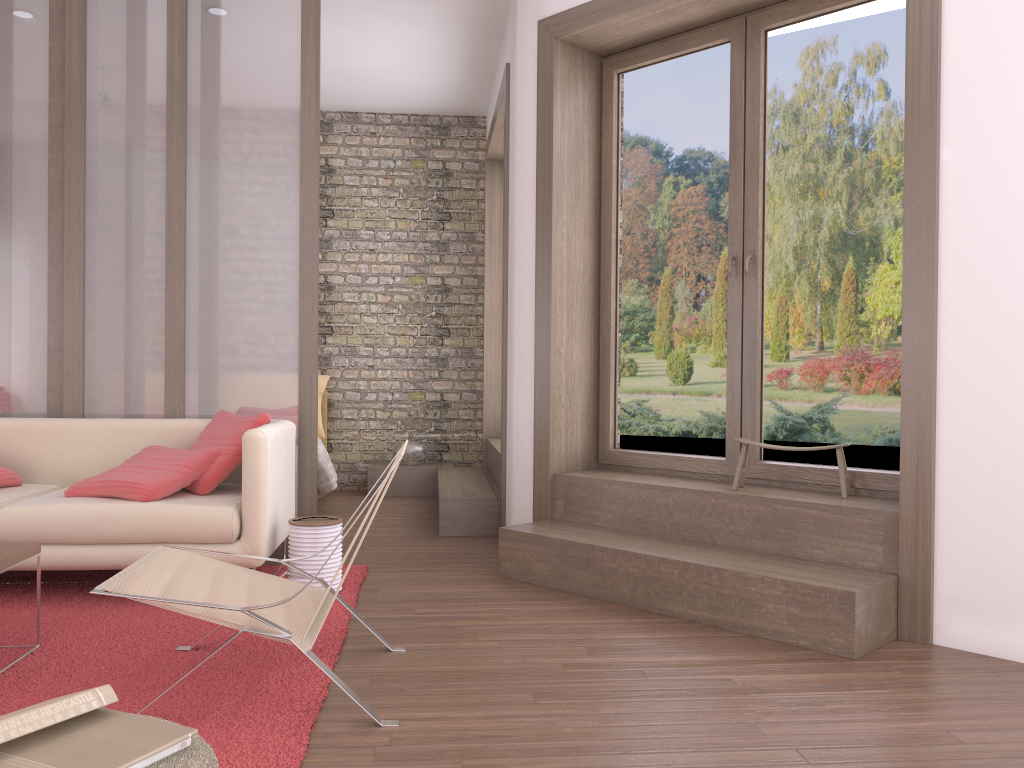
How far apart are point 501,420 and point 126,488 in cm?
231

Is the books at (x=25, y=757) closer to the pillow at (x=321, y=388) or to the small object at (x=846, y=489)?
the small object at (x=846, y=489)

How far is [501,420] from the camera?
5.45m

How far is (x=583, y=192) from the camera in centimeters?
481cm

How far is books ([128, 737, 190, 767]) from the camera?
1.5m

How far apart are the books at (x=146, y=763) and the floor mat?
0.73m

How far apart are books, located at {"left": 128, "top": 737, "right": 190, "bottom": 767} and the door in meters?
3.1 m

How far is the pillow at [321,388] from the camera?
7.4 meters

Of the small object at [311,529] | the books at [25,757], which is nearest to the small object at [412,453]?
the small object at [311,529]

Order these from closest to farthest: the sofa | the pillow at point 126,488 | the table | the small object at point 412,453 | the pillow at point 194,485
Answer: the table
the sofa
the pillow at point 126,488
the pillow at point 194,485
the small object at point 412,453
